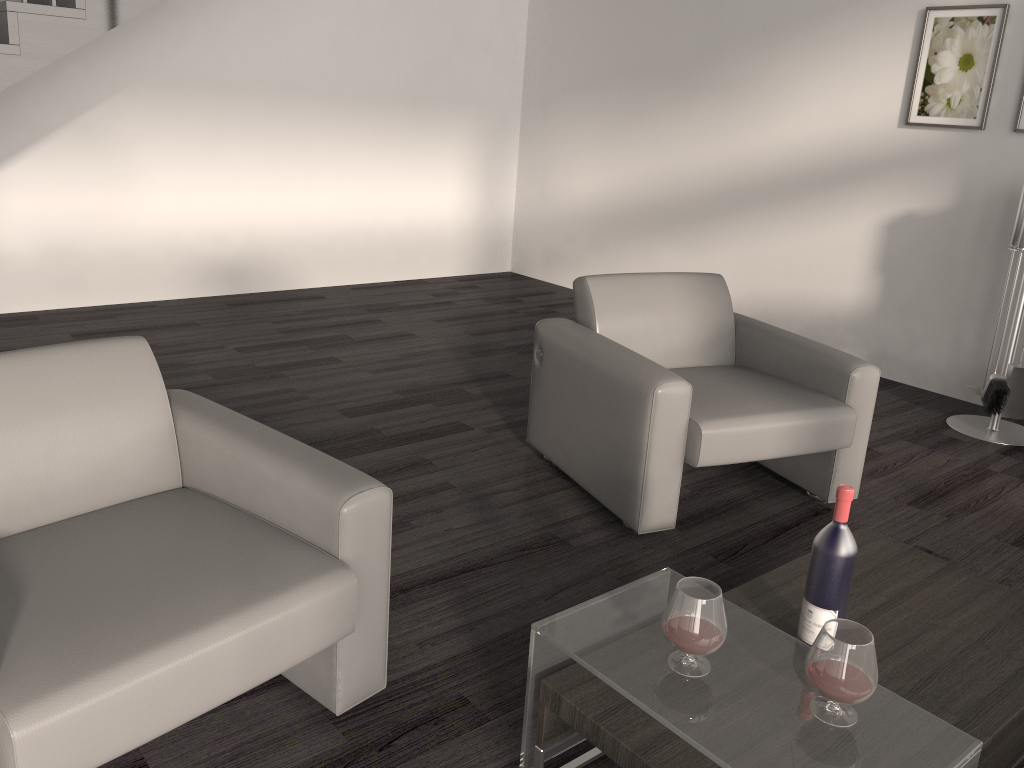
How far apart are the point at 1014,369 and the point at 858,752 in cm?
319

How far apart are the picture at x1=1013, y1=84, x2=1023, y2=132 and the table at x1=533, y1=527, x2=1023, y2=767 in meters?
2.7 m

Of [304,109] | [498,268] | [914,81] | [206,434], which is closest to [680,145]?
[914,81]

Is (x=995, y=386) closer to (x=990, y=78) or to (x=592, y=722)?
(x=990, y=78)

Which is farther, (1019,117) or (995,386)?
(1019,117)

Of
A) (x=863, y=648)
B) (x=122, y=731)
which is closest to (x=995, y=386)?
(x=863, y=648)

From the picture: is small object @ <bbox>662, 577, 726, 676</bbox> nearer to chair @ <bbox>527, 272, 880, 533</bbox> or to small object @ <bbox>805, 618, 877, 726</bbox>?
small object @ <bbox>805, 618, 877, 726</bbox>

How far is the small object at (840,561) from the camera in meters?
1.8

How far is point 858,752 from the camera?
1.4m

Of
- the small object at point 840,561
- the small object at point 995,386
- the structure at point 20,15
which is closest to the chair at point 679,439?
the small object at point 840,561
